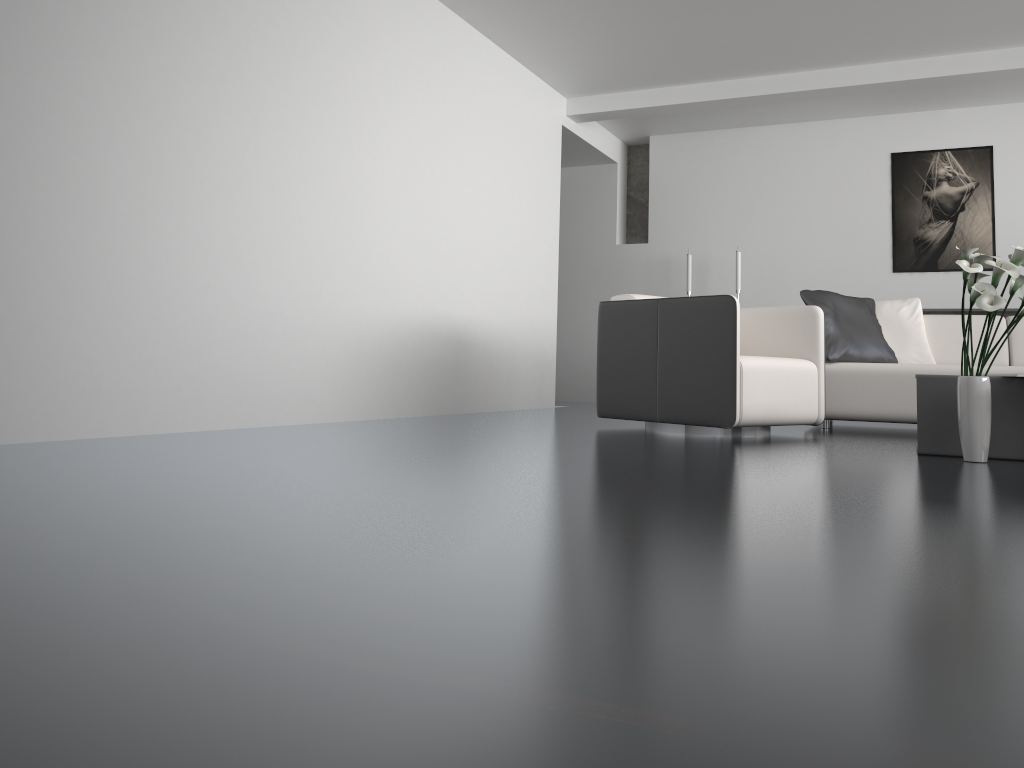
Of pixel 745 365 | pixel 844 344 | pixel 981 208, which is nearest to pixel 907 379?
pixel 844 344

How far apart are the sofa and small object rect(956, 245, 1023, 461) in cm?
162

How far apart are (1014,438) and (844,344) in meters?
1.8

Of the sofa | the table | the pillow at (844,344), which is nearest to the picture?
the sofa

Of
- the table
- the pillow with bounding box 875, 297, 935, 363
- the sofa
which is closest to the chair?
the sofa

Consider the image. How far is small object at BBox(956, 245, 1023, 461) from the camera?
3.07m

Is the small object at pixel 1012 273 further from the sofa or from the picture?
the picture

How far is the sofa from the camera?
4.9 meters

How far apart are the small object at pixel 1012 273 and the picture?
4.1 meters

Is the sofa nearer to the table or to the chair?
the chair
